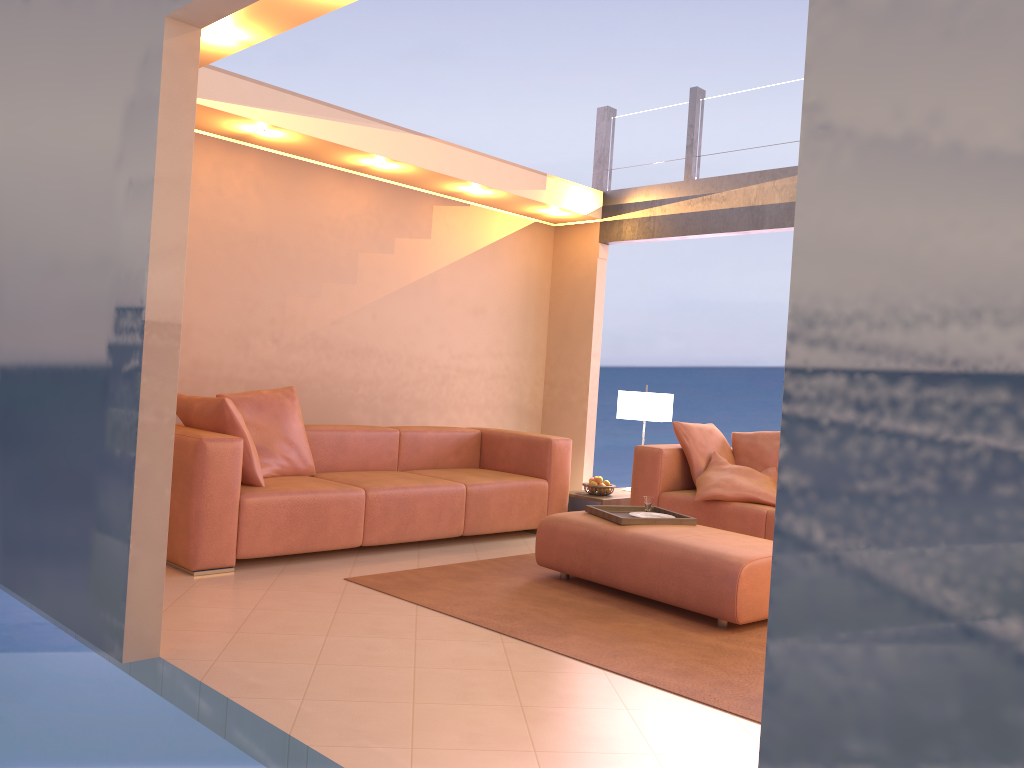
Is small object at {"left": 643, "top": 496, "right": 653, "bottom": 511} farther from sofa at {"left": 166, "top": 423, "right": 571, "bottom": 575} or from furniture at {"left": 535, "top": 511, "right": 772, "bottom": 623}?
sofa at {"left": 166, "top": 423, "right": 571, "bottom": 575}

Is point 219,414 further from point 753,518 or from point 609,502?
point 753,518

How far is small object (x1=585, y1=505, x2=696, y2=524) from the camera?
4.4m

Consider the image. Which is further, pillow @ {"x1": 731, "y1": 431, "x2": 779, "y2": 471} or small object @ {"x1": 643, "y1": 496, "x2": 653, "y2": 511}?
pillow @ {"x1": 731, "y1": 431, "x2": 779, "y2": 471}

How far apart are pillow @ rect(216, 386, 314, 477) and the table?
1.9m

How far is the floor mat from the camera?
3.17m

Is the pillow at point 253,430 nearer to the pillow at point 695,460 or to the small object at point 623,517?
the small object at point 623,517

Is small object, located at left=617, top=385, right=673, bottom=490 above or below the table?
above

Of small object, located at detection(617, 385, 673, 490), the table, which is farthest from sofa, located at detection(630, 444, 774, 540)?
small object, located at detection(617, 385, 673, 490)

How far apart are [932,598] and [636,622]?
2.80m
